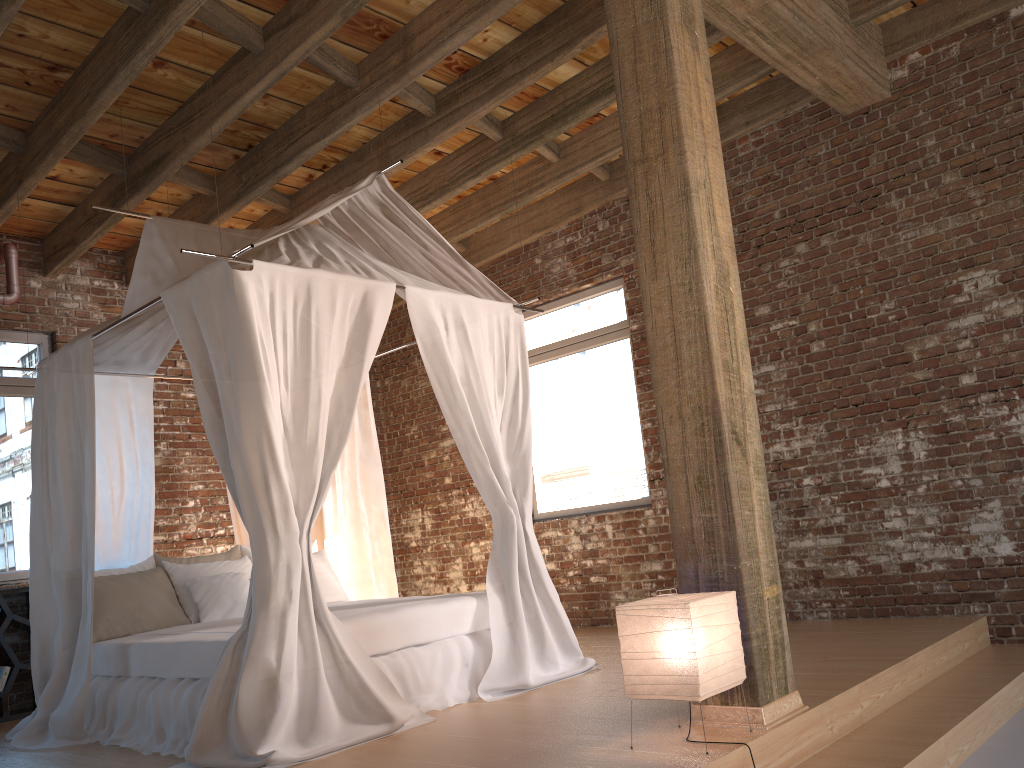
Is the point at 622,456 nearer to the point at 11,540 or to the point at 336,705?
the point at 336,705

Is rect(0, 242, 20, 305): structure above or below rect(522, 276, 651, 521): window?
above

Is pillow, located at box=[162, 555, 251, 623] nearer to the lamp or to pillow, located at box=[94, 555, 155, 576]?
pillow, located at box=[94, 555, 155, 576]

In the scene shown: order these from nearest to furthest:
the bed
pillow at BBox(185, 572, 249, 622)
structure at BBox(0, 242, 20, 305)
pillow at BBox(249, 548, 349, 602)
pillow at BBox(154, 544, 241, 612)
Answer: the bed, pillow at BBox(185, 572, 249, 622), pillow at BBox(154, 544, 241, 612), pillow at BBox(249, 548, 349, 602), structure at BBox(0, 242, 20, 305)

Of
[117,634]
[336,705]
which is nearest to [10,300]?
[117,634]

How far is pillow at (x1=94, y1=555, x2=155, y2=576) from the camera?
5.41m

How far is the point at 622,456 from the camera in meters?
6.8

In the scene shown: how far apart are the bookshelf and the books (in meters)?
0.04

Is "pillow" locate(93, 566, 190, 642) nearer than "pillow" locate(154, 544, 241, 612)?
Yes

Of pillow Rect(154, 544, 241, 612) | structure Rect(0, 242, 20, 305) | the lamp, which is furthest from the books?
the lamp
